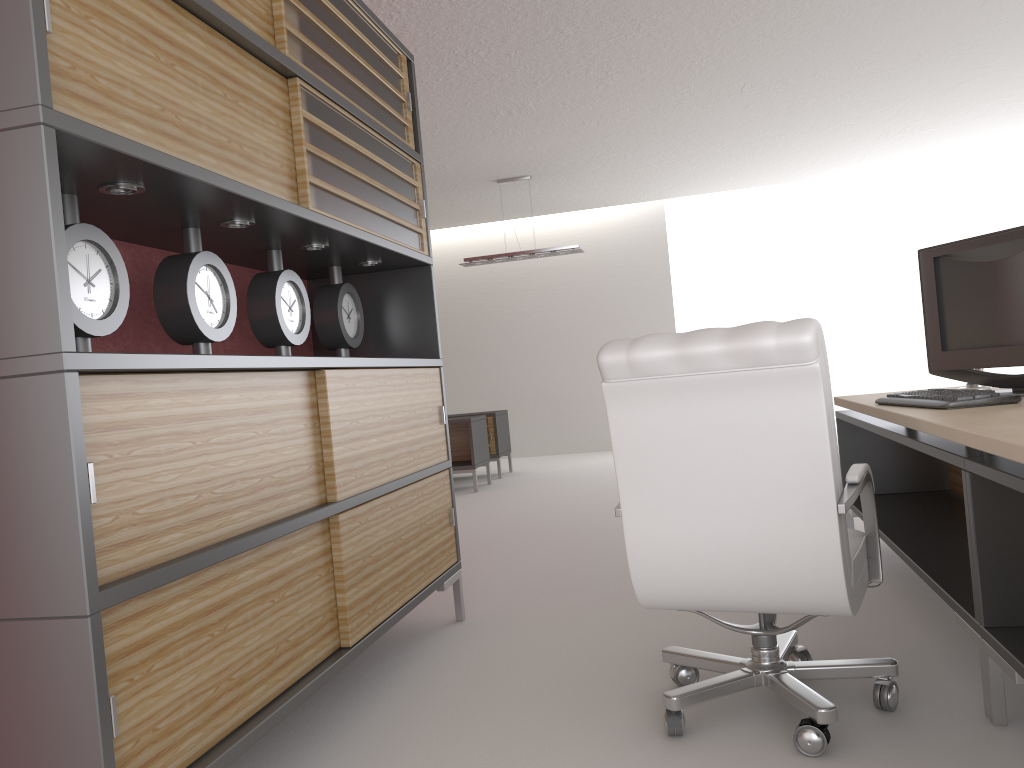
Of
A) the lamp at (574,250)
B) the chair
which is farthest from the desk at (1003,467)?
the lamp at (574,250)

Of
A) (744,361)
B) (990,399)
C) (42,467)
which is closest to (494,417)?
(990,399)

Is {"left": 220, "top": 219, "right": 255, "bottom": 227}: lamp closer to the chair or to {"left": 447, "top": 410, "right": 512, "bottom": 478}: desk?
the chair

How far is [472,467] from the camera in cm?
1246

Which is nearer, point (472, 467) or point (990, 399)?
point (990, 399)

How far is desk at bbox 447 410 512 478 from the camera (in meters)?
13.93

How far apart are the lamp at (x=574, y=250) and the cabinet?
7.6m

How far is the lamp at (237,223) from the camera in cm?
379

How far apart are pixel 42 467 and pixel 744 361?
2.27m

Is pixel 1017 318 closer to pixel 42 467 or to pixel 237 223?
pixel 237 223
